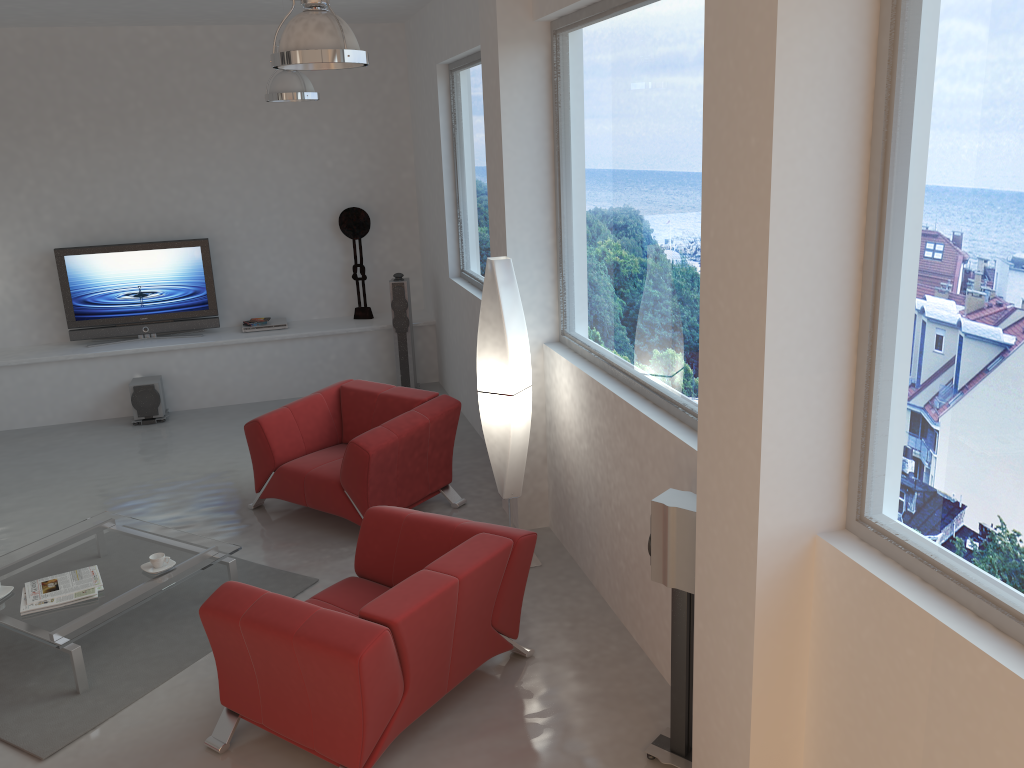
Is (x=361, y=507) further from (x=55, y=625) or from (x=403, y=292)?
(x=403, y=292)

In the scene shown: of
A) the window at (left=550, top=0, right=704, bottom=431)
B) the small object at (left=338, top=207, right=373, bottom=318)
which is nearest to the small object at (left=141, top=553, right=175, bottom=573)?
the window at (left=550, top=0, right=704, bottom=431)

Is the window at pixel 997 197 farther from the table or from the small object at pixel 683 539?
the table

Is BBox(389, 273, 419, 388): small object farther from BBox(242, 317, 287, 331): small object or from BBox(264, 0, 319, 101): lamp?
BBox(264, 0, 319, 101): lamp

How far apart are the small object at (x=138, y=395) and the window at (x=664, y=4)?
4.5 meters

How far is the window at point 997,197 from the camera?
2.1 meters

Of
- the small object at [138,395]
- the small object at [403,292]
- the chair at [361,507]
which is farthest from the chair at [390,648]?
the small object at [138,395]

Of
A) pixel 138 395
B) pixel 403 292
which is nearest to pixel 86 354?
pixel 138 395

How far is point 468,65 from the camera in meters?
6.8 m

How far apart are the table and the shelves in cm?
316
